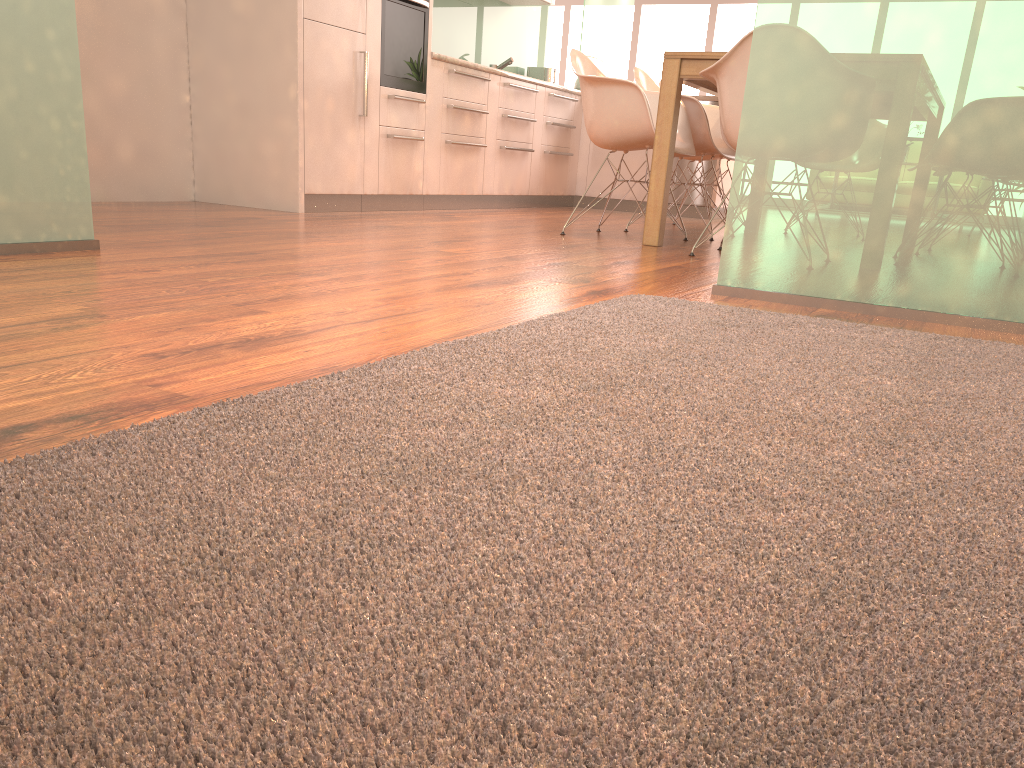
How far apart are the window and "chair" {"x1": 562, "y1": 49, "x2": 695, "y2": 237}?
7.9 meters

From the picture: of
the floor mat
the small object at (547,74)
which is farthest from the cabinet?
the floor mat

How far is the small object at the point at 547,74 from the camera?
7.76m

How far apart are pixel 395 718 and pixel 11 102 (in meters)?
2.36

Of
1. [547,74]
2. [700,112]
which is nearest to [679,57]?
[700,112]

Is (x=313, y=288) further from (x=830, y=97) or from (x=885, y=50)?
(x=885, y=50)

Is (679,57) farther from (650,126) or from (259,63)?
(259,63)

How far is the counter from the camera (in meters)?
5.42

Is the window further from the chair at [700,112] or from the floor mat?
the floor mat

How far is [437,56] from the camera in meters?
5.4
